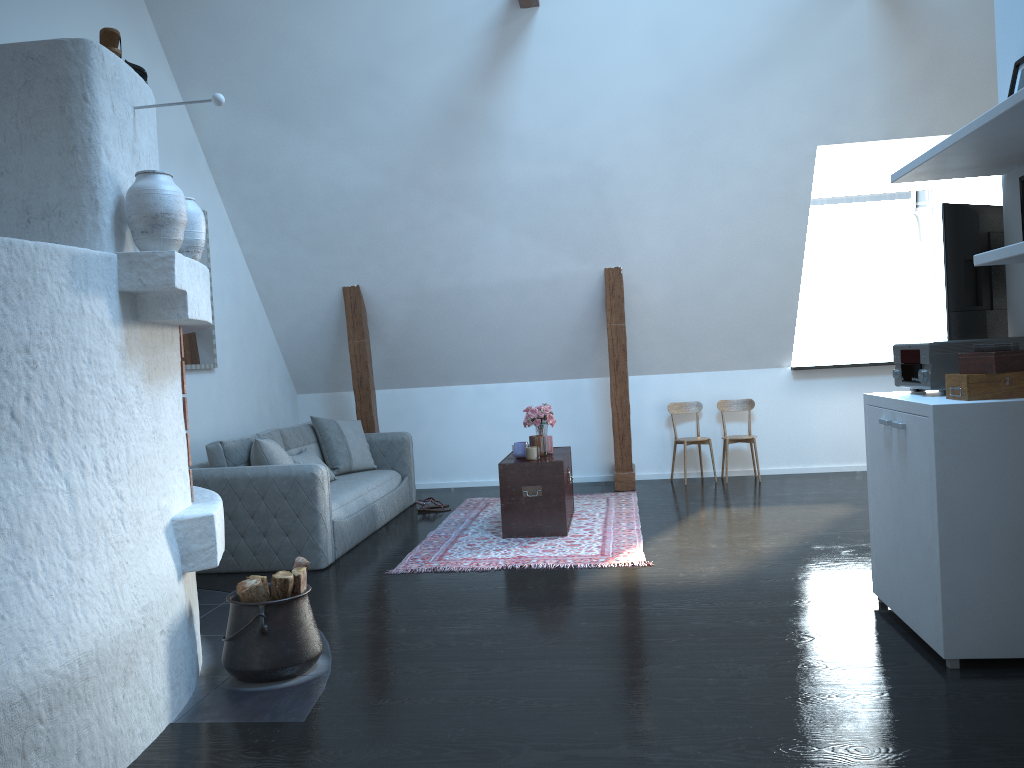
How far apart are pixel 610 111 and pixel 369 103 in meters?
1.7 m

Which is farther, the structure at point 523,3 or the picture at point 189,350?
the picture at point 189,350

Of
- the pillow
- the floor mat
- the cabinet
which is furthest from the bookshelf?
the pillow

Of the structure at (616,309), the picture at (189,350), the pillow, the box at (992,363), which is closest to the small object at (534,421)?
the structure at (616,309)

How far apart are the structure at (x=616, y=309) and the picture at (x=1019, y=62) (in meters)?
3.88

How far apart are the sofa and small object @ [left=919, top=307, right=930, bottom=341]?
4.5 meters

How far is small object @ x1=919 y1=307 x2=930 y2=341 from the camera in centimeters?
758cm

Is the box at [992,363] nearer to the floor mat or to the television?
the television

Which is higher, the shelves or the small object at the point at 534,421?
the shelves

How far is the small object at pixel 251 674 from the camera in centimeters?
331cm
